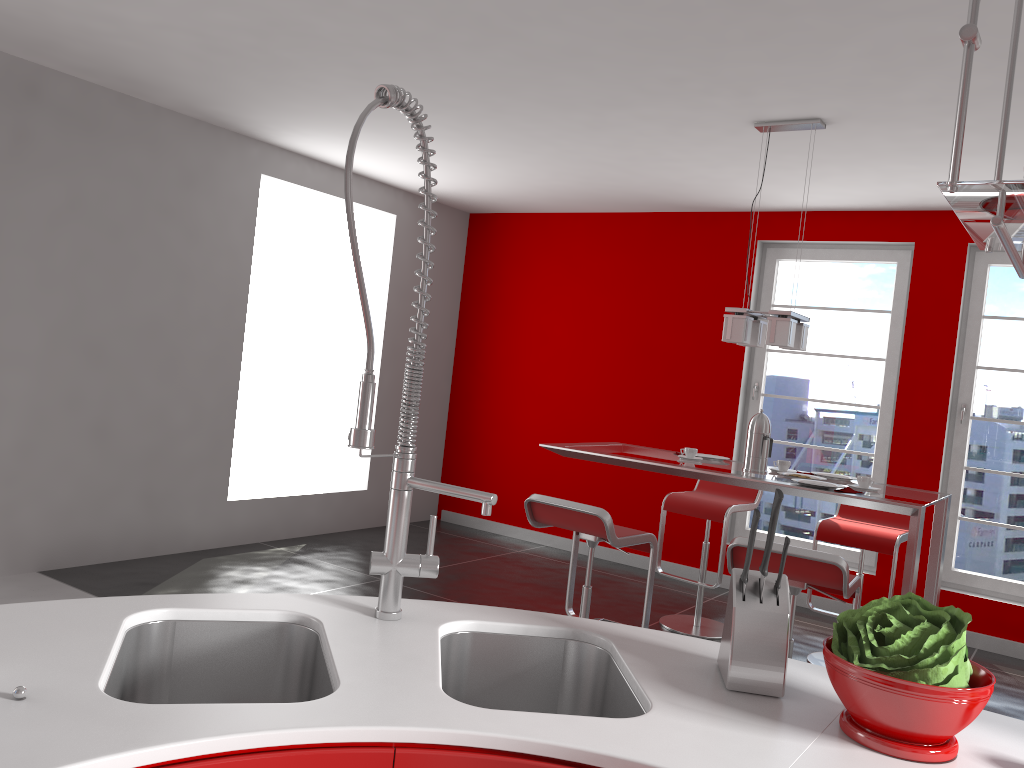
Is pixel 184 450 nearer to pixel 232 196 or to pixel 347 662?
pixel 232 196

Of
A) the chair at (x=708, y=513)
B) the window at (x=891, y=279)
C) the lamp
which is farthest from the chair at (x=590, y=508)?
the window at (x=891, y=279)

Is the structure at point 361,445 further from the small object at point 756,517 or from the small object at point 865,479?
the small object at point 865,479

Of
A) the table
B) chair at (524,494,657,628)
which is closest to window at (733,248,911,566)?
the table

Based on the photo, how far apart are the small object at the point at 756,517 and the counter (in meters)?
0.17

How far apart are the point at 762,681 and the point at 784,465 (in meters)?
2.85

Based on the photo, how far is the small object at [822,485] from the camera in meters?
3.7 m

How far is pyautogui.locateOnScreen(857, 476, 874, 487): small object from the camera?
3.7m

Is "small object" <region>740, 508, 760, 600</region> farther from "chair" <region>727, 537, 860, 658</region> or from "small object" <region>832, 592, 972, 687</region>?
"chair" <region>727, 537, 860, 658</region>

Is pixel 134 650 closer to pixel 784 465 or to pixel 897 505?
pixel 897 505
